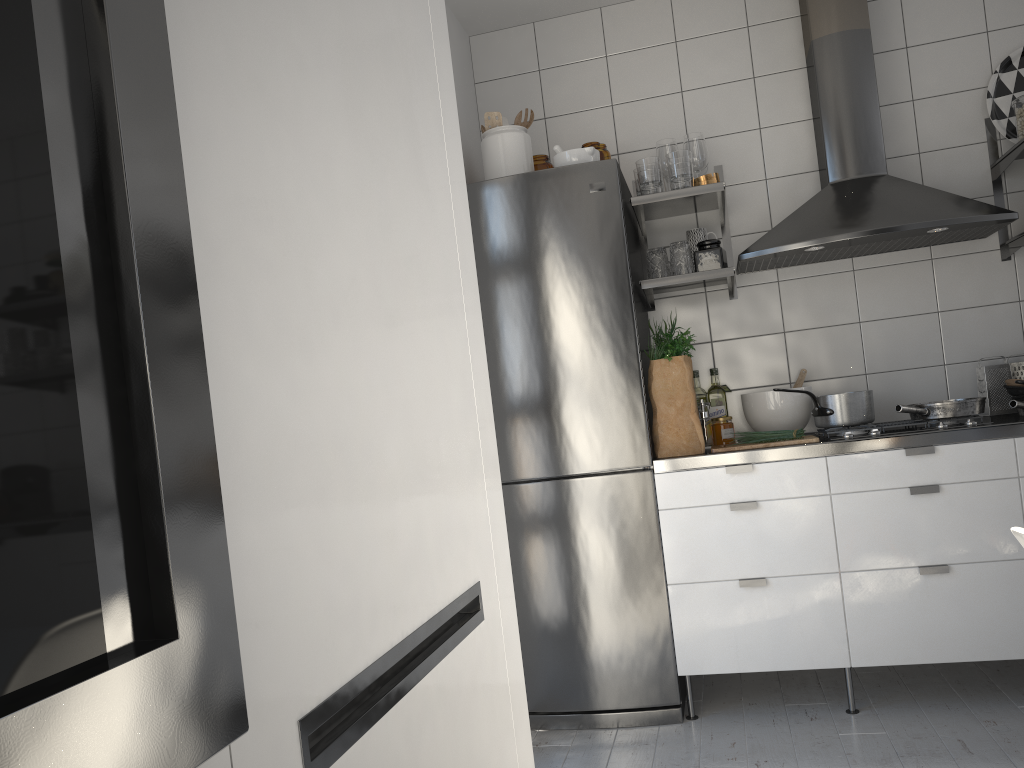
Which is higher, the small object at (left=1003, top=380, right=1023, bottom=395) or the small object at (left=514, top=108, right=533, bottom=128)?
the small object at (left=514, top=108, right=533, bottom=128)

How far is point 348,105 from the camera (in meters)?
0.80

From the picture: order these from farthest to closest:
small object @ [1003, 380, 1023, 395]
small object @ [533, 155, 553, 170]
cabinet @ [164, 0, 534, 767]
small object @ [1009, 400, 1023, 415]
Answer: small object @ [533, 155, 553, 170]
small object @ [1003, 380, 1023, 395]
small object @ [1009, 400, 1023, 415]
cabinet @ [164, 0, 534, 767]

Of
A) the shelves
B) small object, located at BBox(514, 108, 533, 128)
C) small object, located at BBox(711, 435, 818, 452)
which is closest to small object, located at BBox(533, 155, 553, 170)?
small object, located at BBox(514, 108, 533, 128)

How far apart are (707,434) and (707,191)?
0.8 meters

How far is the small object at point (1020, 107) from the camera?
3.0 meters

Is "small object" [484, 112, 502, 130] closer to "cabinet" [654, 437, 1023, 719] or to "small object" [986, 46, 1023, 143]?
"cabinet" [654, 437, 1023, 719]

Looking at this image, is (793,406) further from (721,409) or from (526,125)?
(526,125)

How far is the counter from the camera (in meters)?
2.57

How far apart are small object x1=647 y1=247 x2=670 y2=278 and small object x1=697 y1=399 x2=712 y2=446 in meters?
0.5 m
